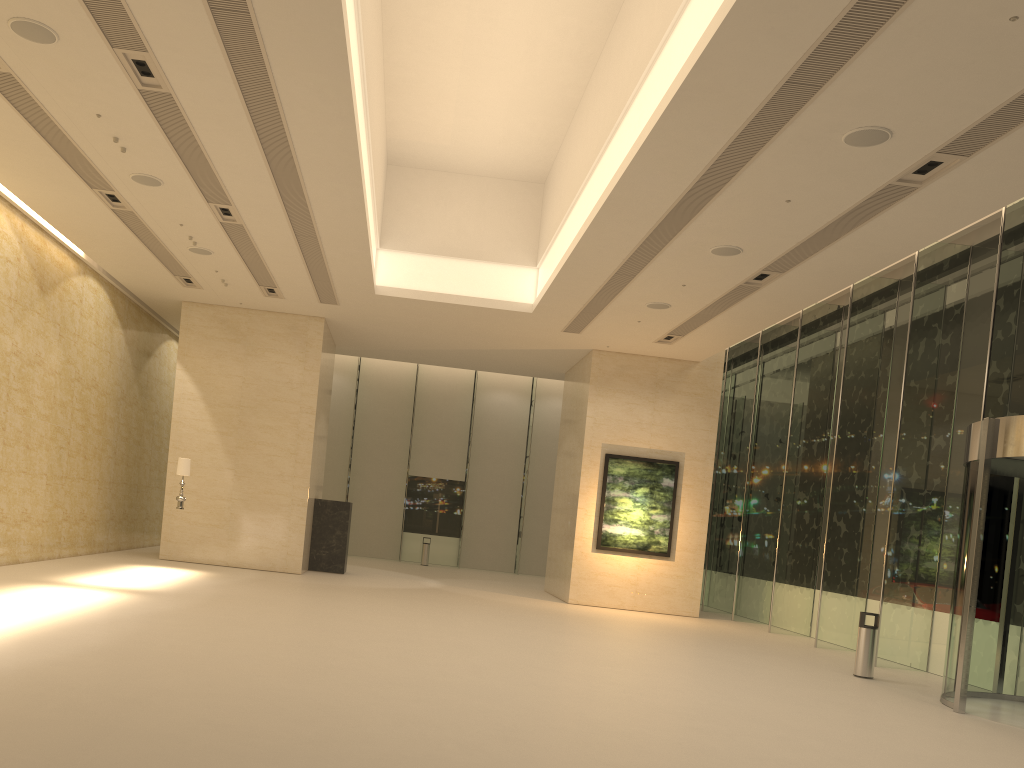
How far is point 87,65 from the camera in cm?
928

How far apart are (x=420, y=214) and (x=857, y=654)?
11.4m

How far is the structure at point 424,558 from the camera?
28.7m

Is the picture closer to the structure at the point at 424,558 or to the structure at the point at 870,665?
the structure at the point at 870,665

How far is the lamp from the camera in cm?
1688

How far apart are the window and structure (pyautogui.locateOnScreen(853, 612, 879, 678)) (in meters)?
1.97

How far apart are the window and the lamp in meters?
12.3

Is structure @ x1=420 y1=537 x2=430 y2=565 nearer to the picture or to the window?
the window

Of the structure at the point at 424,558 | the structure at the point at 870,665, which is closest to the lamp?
the structure at the point at 870,665

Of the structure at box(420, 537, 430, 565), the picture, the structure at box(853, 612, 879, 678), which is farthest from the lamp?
the structure at box(420, 537, 430, 565)
